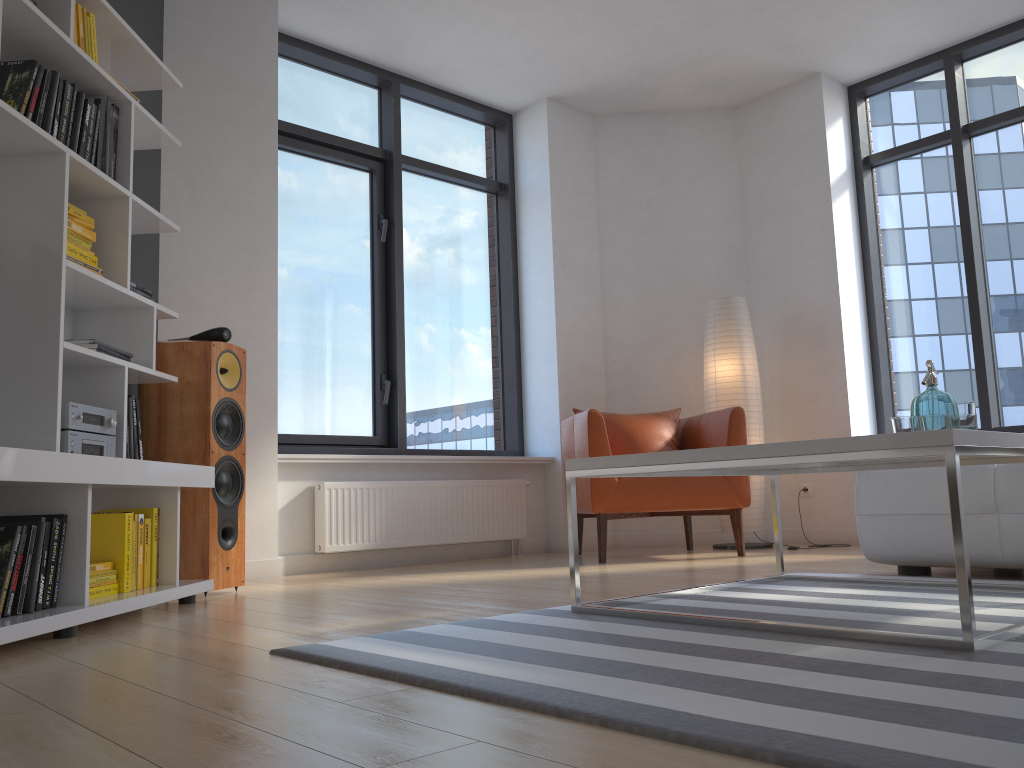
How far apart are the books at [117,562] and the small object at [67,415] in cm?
21

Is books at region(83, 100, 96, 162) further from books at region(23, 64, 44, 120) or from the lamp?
the lamp

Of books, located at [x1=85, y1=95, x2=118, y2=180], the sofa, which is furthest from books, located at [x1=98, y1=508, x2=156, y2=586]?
the sofa

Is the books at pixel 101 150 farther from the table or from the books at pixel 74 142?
the table

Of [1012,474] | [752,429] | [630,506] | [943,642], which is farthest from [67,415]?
[752,429]

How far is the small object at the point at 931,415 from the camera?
2.5 meters

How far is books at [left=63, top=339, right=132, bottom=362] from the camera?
2.88m

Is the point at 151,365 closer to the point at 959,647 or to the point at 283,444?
the point at 283,444

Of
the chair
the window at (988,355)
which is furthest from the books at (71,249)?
the window at (988,355)

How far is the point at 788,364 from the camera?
5.7 meters
